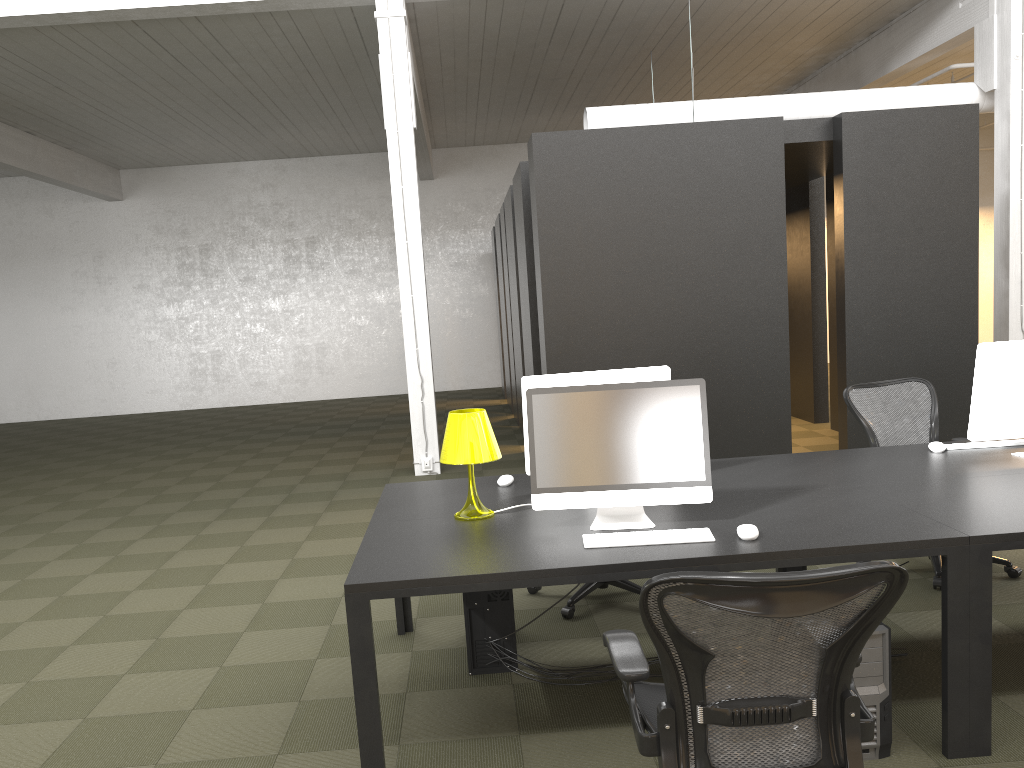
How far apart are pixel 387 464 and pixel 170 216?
9.71m

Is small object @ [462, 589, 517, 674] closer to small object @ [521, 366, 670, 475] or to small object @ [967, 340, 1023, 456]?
small object @ [521, 366, 670, 475]

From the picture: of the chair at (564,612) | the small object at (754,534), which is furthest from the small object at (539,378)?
the chair at (564,612)

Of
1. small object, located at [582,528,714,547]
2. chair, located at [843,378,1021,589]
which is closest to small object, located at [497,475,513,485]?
small object, located at [582,528,714,547]

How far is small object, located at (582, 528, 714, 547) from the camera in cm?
300

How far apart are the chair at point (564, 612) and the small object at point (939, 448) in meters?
1.6

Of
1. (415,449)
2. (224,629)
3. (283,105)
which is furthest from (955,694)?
(283,105)

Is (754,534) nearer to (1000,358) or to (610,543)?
(610,543)

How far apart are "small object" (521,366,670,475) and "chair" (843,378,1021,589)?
1.70m

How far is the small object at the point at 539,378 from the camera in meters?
3.8 m
